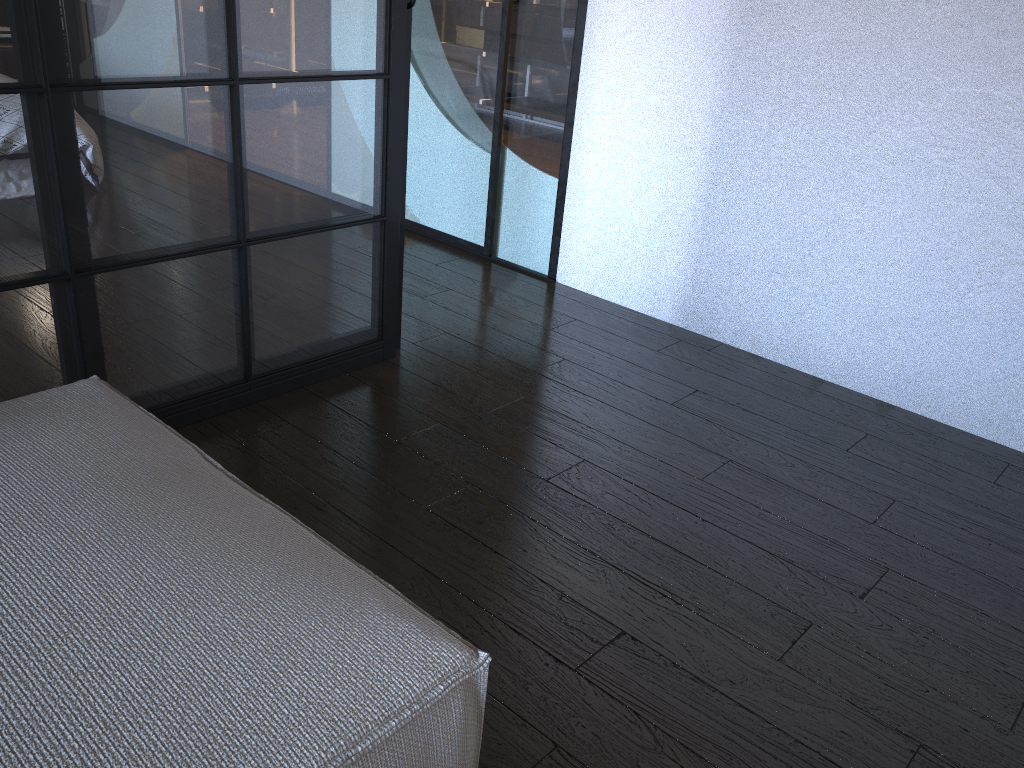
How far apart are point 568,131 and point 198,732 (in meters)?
2.70

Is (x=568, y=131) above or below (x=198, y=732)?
above

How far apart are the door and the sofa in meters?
2.1 m

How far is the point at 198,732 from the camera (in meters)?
0.92

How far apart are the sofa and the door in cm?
207

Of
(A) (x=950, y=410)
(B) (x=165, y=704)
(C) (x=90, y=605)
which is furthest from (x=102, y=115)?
(A) (x=950, y=410)

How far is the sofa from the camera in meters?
0.9 m

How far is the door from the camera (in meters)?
3.24

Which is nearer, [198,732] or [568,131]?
[198,732]

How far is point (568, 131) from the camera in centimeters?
324cm
